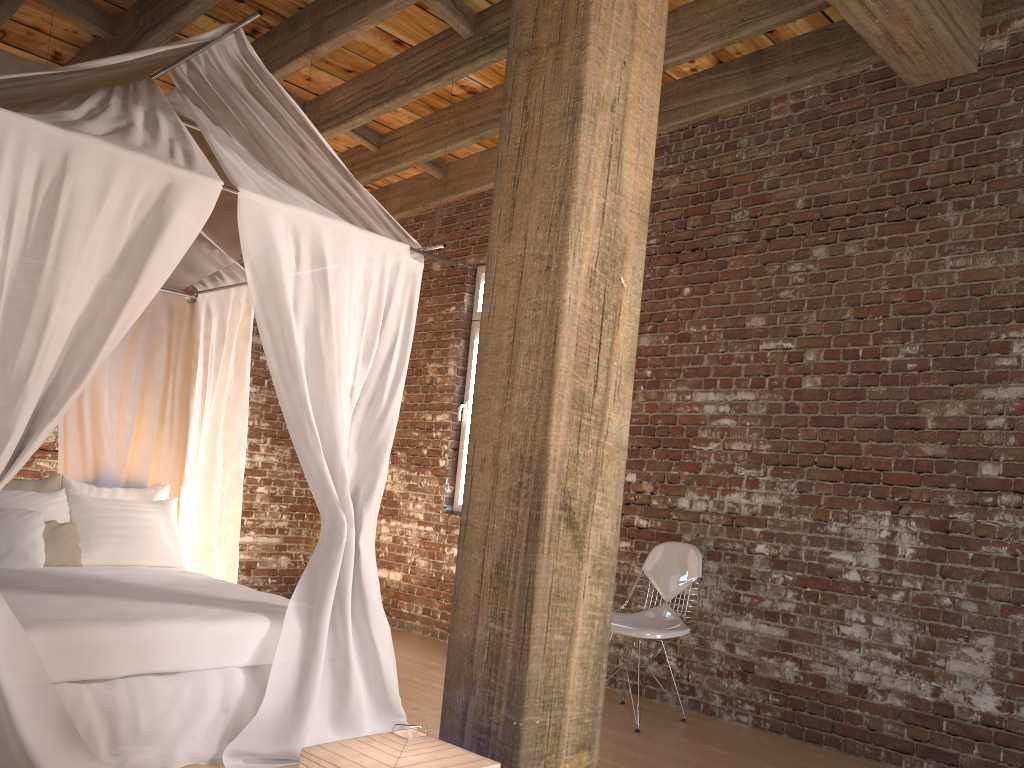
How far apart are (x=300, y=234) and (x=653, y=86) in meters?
1.7 m

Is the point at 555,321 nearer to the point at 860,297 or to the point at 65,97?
the point at 65,97

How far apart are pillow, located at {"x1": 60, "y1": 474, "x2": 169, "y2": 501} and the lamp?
3.6m

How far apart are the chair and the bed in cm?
110

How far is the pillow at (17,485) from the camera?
4.8m

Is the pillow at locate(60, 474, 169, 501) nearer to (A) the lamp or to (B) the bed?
(B) the bed

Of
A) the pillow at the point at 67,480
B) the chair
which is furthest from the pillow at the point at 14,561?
the chair

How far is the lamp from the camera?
1.8 meters

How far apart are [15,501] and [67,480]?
0.4m

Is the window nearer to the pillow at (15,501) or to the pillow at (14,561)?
the pillow at (15,501)
